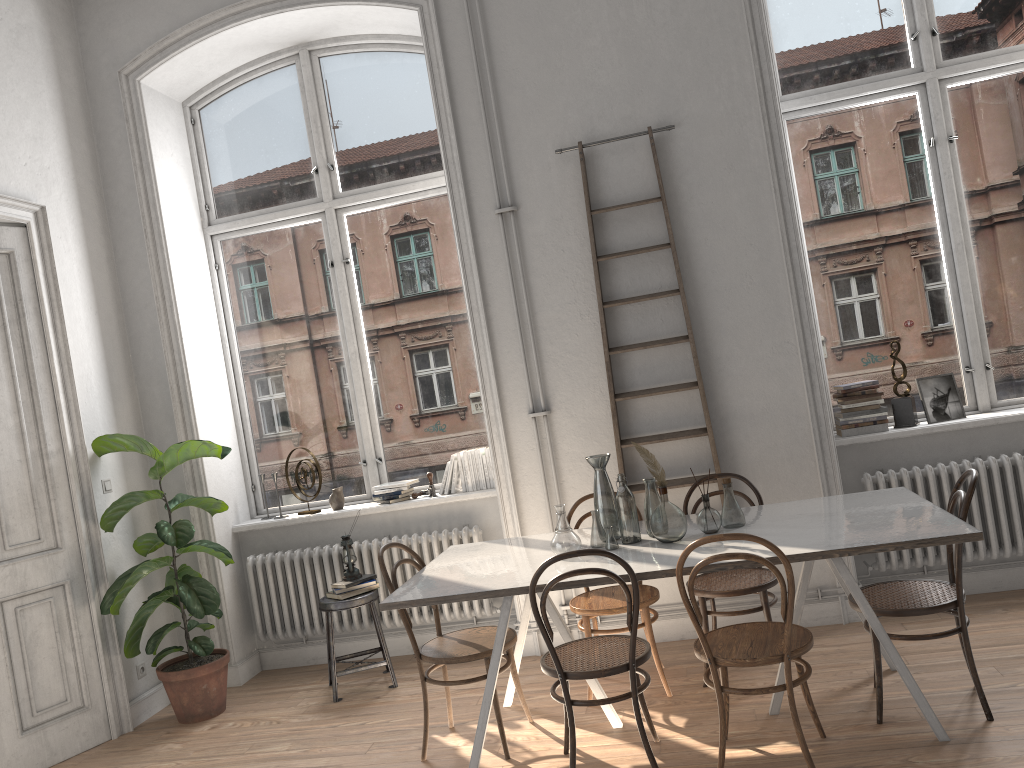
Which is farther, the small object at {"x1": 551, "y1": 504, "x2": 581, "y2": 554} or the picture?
the picture

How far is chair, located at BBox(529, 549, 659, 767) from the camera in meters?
3.2

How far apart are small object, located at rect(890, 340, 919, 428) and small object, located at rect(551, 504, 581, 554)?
2.3 meters

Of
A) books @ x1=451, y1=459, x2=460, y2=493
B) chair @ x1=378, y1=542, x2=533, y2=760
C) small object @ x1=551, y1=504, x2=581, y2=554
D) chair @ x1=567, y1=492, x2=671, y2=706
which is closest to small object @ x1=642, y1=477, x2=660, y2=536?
small object @ x1=551, y1=504, x2=581, y2=554

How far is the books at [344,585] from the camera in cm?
491

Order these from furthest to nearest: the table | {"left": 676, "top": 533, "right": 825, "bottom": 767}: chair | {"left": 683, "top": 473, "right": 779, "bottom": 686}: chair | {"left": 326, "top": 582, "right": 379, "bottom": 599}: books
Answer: {"left": 326, "top": 582, "right": 379, "bottom": 599}: books < {"left": 683, "top": 473, "right": 779, "bottom": 686}: chair < the table < {"left": 676, "top": 533, "right": 825, "bottom": 767}: chair

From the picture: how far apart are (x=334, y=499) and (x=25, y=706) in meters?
1.9

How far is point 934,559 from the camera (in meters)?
4.73

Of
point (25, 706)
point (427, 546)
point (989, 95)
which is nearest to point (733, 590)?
point (427, 546)

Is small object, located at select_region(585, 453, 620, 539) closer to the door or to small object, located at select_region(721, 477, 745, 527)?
small object, located at select_region(721, 477, 745, 527)
